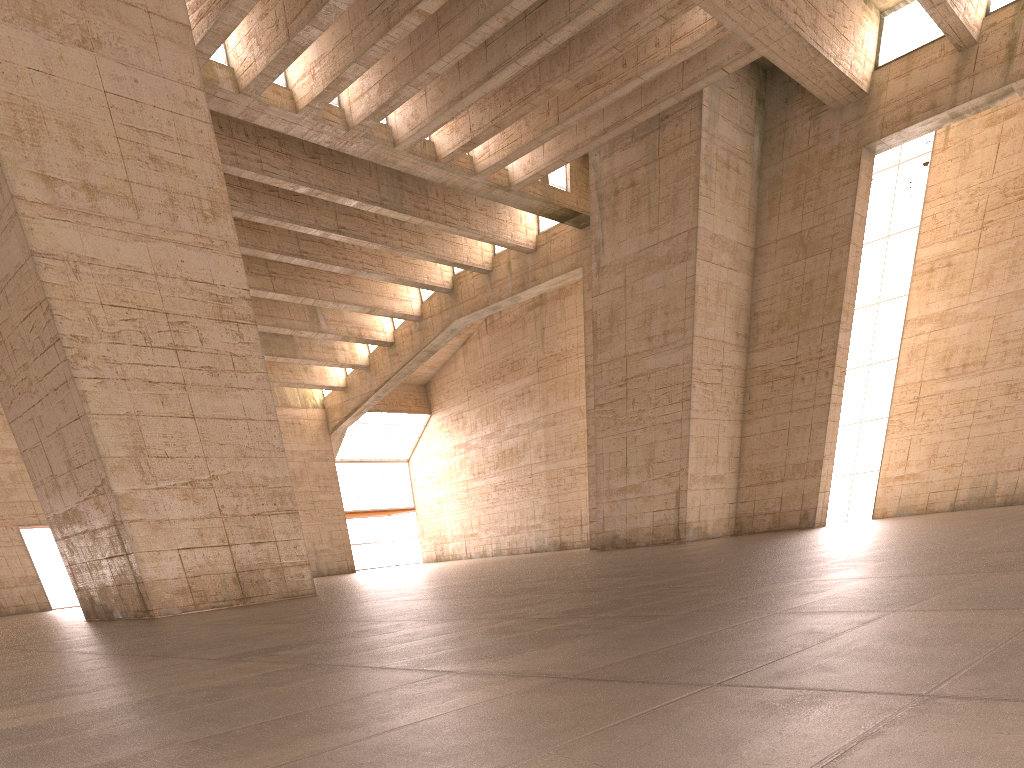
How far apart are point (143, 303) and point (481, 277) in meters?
23.3 m

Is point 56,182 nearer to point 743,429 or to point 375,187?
point 375,187
